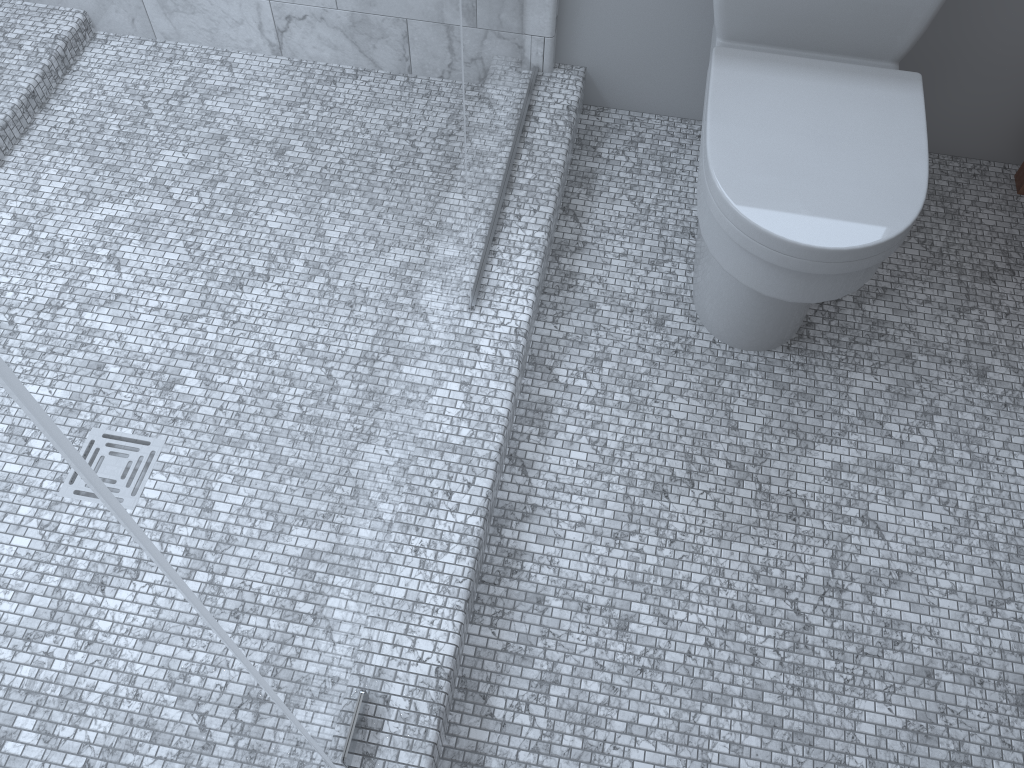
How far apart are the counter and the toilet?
0.60m

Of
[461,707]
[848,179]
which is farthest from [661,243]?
[461,707]

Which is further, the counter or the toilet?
the counter

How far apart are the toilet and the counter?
0.6m

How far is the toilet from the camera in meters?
1.3

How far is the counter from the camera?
2.0 meters

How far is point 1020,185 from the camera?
2.0m

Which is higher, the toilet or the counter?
the toilet

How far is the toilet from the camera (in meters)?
1.33
